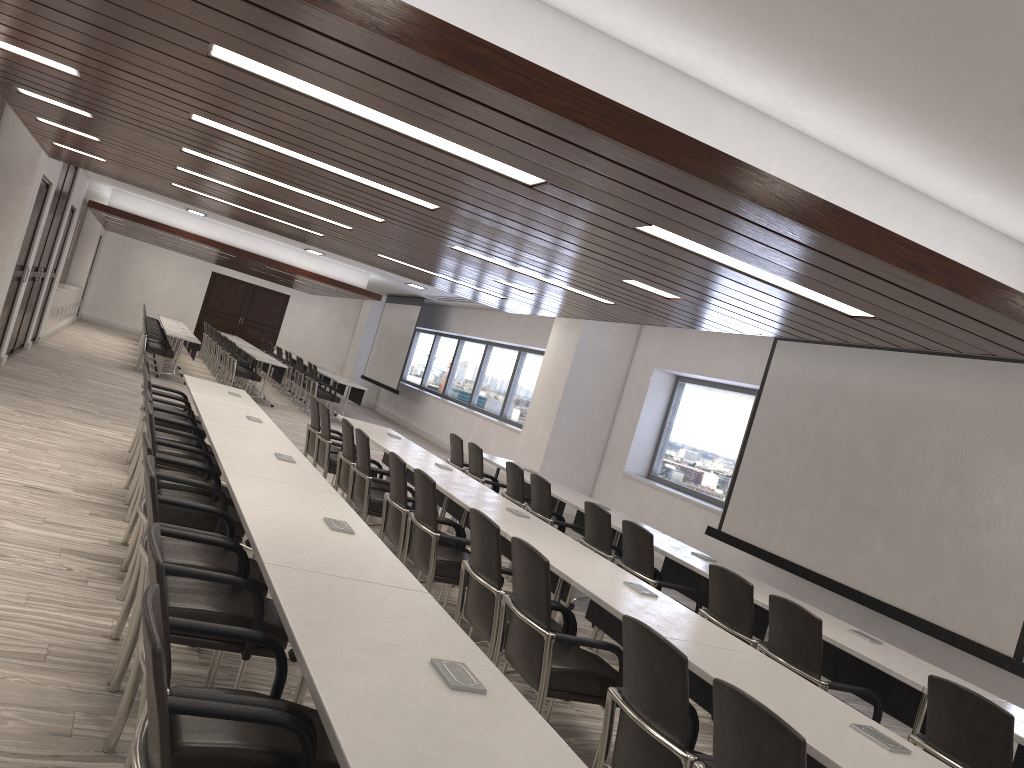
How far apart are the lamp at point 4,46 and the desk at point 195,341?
10.9m

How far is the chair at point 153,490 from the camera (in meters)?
2.95

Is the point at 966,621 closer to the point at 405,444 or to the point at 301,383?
the point at 405,444

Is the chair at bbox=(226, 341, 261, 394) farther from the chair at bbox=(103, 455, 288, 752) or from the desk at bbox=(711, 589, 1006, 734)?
the chair at bbox=(103, 455, 288, 752)

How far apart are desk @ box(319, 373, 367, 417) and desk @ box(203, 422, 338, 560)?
10.6 meters

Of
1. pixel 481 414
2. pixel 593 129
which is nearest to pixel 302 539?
pixel 593 129

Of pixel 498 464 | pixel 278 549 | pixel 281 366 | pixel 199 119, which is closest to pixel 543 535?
pixel 278 549

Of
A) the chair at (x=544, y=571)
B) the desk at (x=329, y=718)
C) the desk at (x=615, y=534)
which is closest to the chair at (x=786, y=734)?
the desk at (x=329, y=718)

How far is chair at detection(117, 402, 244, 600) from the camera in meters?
4.4 m

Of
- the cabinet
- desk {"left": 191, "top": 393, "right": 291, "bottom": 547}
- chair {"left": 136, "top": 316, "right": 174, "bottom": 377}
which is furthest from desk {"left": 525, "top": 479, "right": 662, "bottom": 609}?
the cabinet
